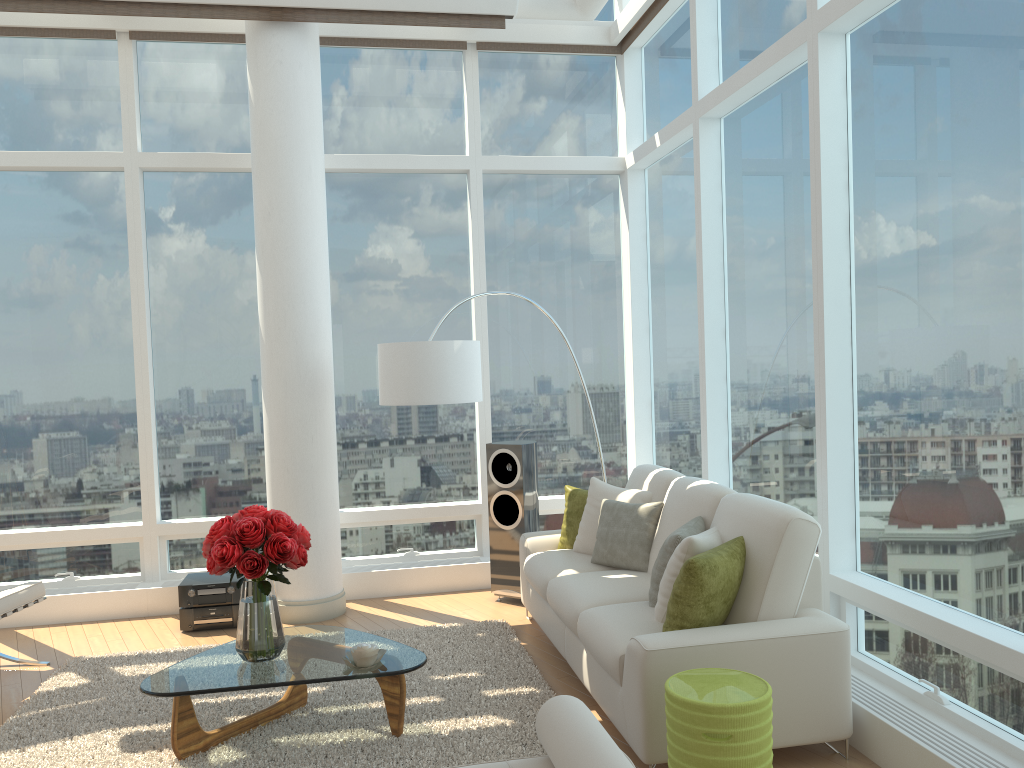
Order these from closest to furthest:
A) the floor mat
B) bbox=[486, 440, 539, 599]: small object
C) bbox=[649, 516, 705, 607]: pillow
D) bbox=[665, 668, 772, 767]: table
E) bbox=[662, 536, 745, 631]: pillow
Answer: bbox=[665, 668, 772, 767]: table < bbox=[662, 536, 745, 631]: pillow < the floor mat < bbox=[649, 516, 705, 607]: pillow < bbox=[486, 440, 539, 599]: small object

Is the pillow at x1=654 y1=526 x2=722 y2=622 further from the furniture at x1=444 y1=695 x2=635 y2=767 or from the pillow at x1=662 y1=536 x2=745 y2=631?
the furniture at x1=444 y1=695 x2=635 y2=767

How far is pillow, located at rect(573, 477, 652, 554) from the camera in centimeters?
540cm

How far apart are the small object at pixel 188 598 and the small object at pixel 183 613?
0.04m

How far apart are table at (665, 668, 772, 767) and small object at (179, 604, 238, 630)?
3.69m

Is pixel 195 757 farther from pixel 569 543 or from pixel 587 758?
pixel 569 543

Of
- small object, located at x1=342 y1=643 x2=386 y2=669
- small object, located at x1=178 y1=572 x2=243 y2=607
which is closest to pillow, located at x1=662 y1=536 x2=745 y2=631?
small object, located at x1=342 y1=643 x2=386 y2=669

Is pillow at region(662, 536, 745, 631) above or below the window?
below

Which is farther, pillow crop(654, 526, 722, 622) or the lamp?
the lamp

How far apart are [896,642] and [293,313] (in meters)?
4.17
